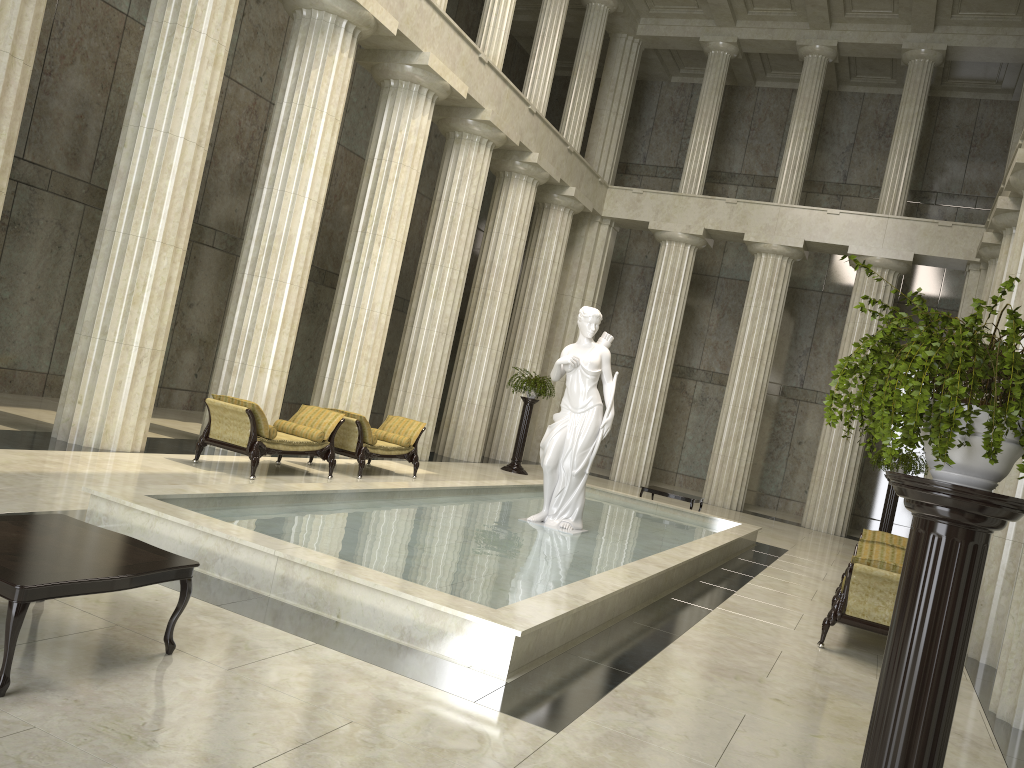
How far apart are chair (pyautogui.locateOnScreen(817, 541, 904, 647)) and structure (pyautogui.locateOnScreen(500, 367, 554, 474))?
10.5 meters

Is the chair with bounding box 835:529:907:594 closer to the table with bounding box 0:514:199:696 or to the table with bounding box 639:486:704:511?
the table with bounding box 639:486:704:511

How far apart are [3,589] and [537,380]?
16.46m

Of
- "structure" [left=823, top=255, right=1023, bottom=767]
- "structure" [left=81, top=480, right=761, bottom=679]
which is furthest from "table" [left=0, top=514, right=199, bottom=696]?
"structure" [left=823, top=255, right=1023, bottom=767]

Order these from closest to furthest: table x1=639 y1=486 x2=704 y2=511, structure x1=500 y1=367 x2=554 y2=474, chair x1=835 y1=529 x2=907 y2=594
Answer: chair x1=835 y1=529 x2=907 y2=594 → table x1=639 y1=486 x2=704 y2=511 → structure x1=500 y1=367 x2=554 y2=474

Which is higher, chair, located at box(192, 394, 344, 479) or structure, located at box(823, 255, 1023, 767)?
structure, located at box(823, 255, 1023, 767)

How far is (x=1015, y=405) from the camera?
2.5 meters

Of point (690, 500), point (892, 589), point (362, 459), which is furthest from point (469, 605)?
point (690, 500)

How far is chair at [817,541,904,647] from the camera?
8.04m

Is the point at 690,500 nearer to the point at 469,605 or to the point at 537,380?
the point at 537,380
